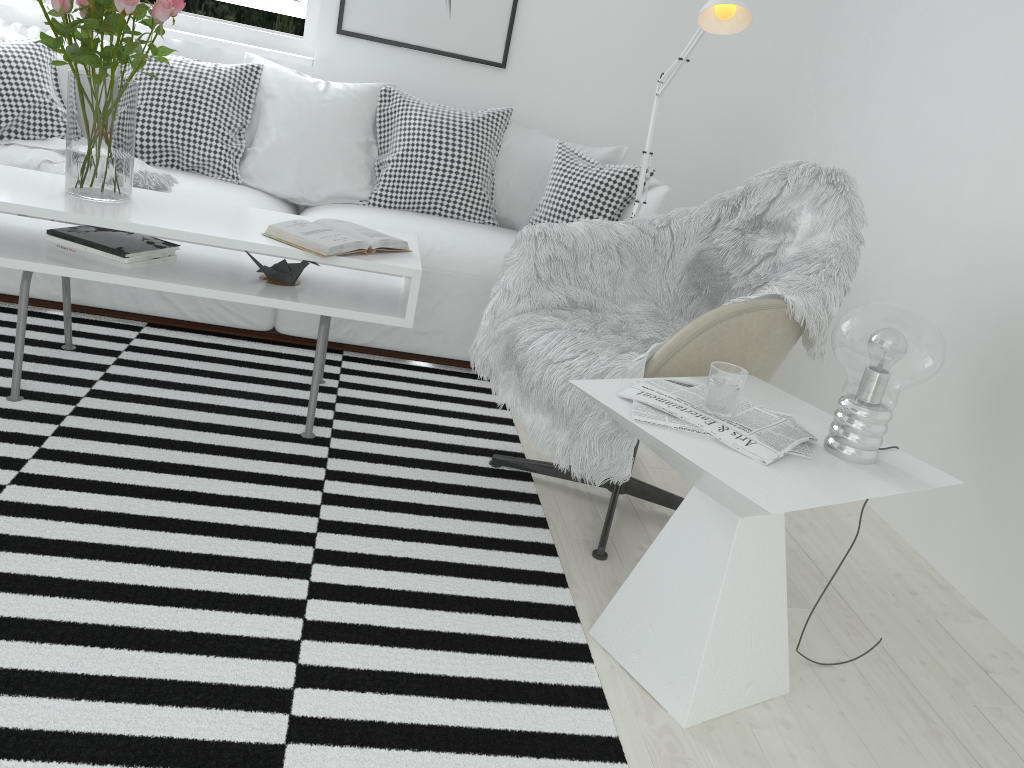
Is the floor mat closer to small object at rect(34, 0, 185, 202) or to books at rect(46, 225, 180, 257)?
books at rect(46, 225, 180, 257)

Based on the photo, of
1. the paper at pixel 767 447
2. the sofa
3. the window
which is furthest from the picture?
the paper at pixel 767 447

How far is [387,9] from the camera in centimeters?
368cm

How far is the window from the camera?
3.74m

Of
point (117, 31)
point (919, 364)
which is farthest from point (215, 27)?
point (919, 364)

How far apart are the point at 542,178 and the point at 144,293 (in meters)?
1.53

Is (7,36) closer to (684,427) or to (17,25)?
(17,25)

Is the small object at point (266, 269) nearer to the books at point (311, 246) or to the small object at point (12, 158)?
the books at point (311, 246)

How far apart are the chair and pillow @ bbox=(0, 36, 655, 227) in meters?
1.1

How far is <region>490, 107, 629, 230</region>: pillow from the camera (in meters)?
3.47
